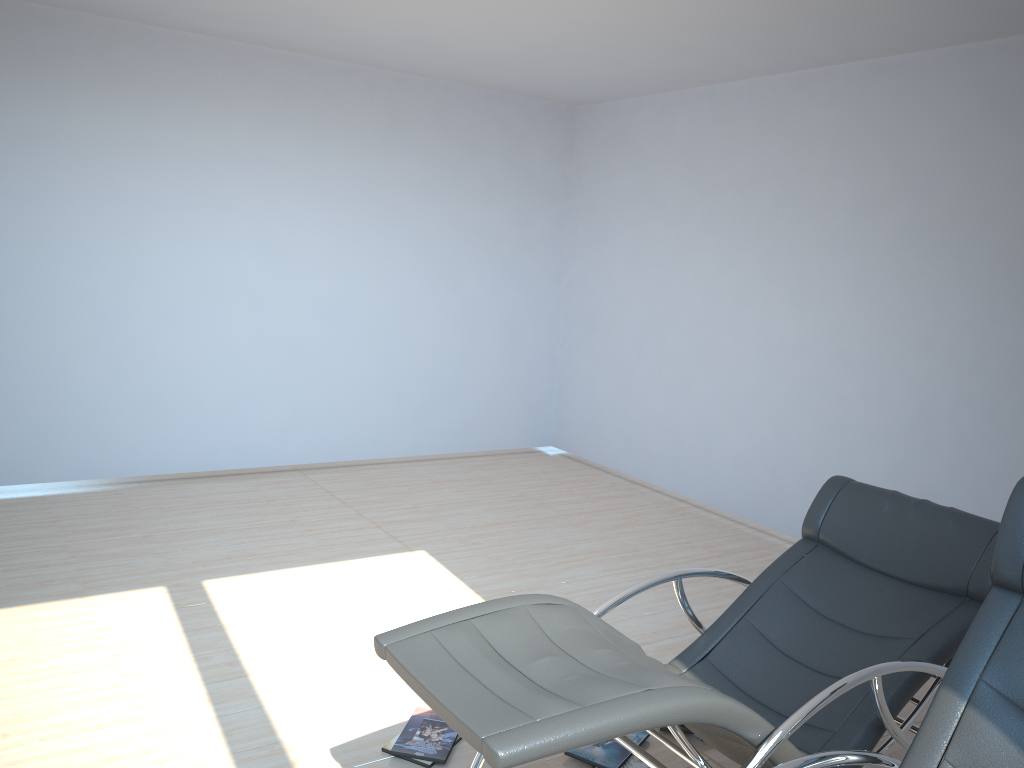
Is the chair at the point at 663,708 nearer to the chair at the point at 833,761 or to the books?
the chair at the point at 833,761

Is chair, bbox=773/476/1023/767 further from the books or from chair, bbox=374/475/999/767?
the books

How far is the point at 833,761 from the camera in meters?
1.9

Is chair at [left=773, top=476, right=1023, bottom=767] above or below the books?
above

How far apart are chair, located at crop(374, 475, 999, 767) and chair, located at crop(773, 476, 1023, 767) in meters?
0.2 m

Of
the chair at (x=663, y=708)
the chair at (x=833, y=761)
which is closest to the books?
the chair at (x=663, y=708)

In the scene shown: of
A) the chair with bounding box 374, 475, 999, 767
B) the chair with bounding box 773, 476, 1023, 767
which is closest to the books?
the chair with bounding box 374, 475, 999, 767

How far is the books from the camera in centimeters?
295cm

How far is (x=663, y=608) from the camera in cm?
442

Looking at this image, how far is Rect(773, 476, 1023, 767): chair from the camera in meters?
1.9 m
